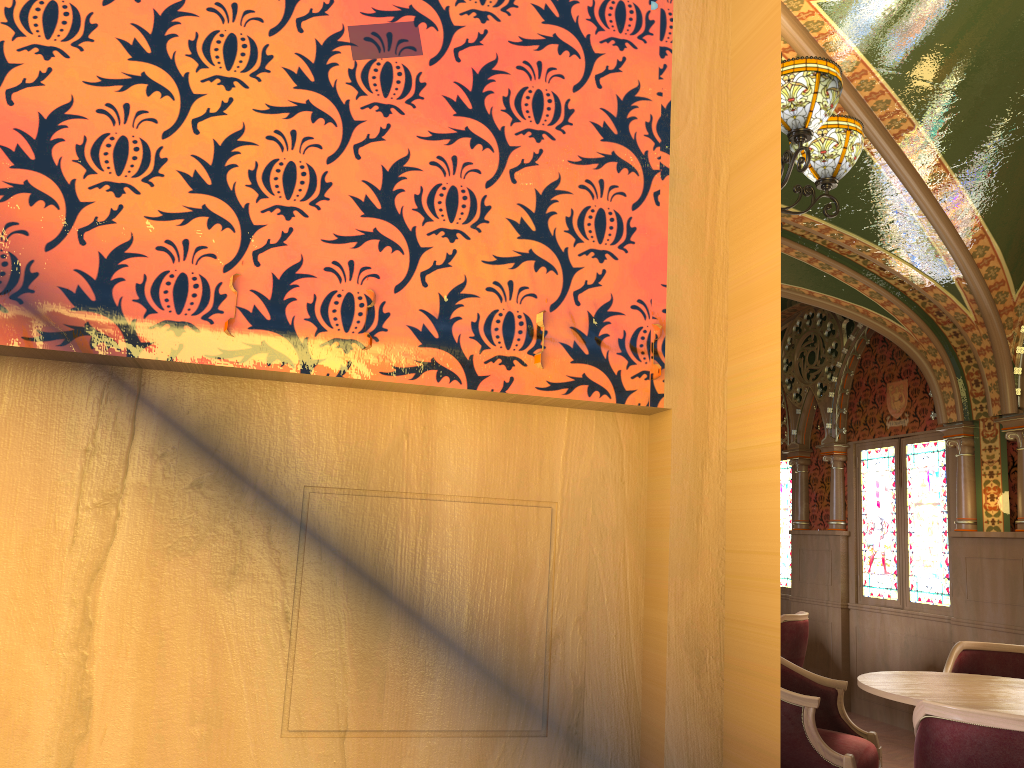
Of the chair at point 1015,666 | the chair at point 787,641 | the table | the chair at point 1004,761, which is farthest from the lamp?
the chair at point 787,641

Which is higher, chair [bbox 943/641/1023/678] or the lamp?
the lamp

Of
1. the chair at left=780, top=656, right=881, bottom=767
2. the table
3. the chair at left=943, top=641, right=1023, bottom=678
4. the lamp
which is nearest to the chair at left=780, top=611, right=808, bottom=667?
the chair at left=943, top=641, right=1023, bottom=678

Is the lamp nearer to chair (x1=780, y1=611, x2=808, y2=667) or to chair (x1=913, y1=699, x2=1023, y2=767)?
chair (x1=913, y1=699, x2=1023, y2=767)

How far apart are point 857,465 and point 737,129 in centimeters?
703cm

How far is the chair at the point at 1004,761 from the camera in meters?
2.5

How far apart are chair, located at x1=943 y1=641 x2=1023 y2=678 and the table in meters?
0.7 m

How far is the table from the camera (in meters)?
3.26

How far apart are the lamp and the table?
2.0m

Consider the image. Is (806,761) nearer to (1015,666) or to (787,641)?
(1015,666)
